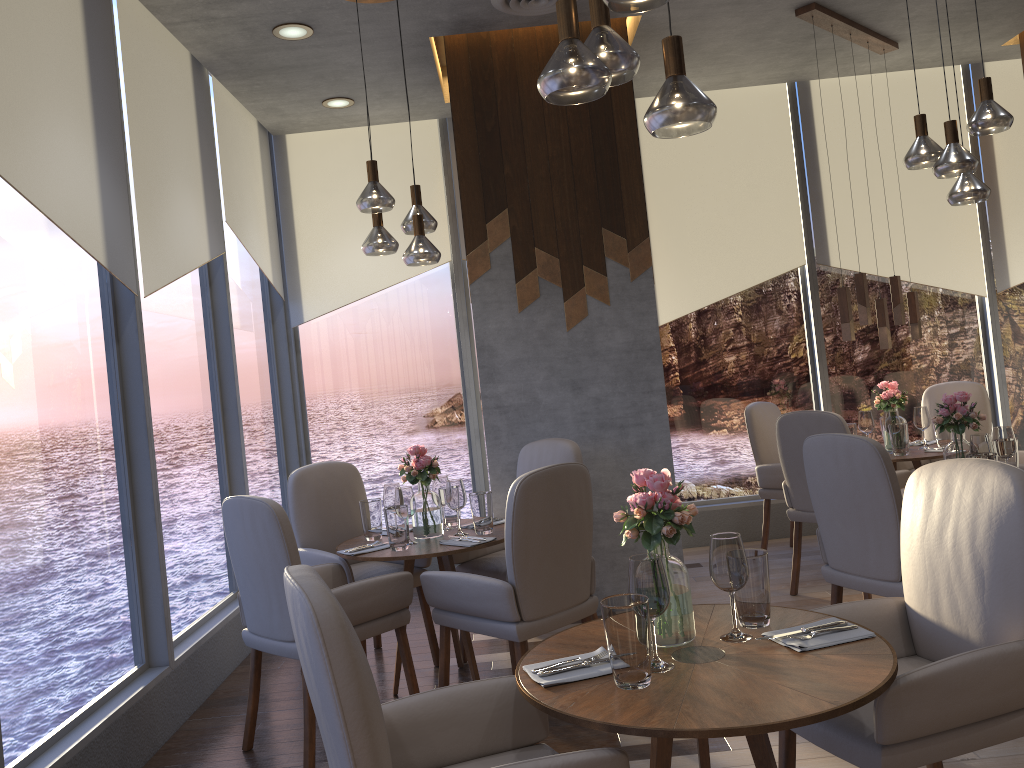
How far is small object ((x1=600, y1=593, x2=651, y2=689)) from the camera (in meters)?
1.84

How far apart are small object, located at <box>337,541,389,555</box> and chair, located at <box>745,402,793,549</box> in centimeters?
277cm

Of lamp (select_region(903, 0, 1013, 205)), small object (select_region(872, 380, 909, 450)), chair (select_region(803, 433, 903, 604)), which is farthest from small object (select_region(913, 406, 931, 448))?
chair (select_region(803, 433, 903, 604))

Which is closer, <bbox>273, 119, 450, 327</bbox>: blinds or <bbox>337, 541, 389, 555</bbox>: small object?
<bbox>337, 541, 389, 555</bbox>: small object

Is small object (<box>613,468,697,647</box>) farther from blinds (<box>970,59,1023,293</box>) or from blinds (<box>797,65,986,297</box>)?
blinds (<box>970,59,1023,293</box>)

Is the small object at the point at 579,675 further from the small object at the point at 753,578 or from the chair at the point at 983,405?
the chair at the point at 983,405

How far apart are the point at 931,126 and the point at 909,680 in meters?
5.4

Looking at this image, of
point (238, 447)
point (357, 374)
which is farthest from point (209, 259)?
point (357, 374)

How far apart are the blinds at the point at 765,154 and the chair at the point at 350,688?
4.40m

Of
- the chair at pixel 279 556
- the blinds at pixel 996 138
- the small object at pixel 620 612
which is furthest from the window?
the small object at pixel 620 612
